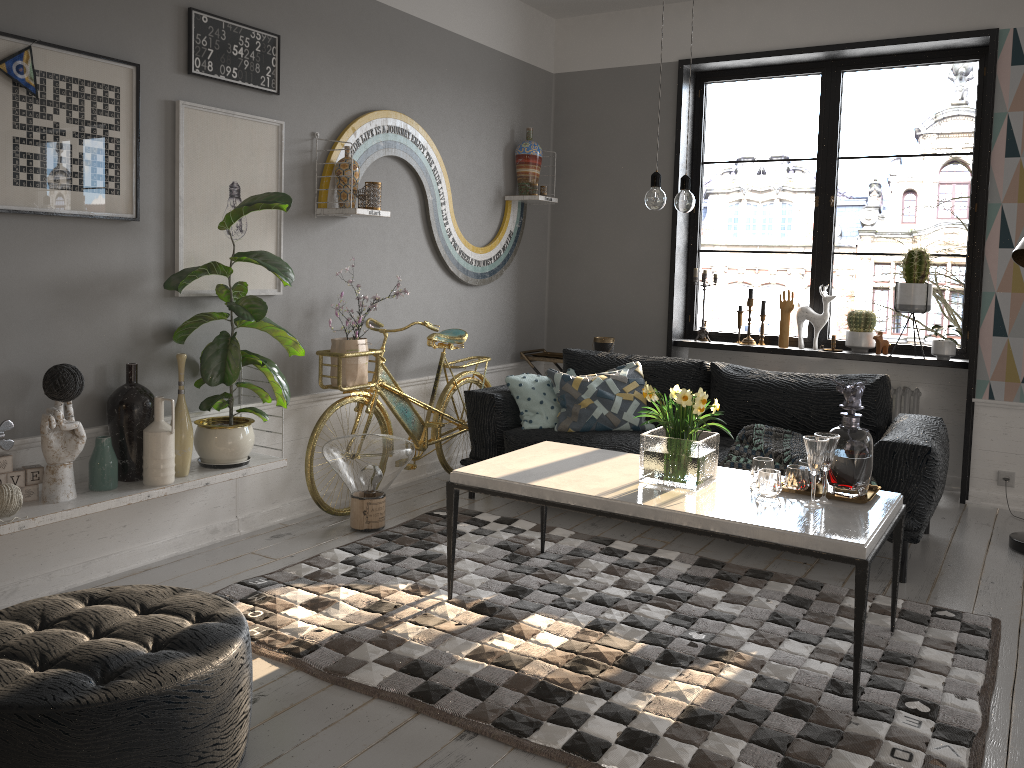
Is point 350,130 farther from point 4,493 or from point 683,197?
point 4,493

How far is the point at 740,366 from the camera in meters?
4.7 m

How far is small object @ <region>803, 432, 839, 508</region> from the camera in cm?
285

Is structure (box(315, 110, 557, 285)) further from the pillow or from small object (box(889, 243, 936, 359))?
small object (box(889, 243, 936, 359))

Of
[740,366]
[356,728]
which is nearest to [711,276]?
[740,366]

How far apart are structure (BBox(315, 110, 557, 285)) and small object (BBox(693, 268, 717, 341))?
1.31m

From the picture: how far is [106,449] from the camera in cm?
327

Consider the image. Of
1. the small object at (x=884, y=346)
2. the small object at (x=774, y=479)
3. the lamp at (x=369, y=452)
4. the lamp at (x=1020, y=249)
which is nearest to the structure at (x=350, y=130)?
the lamp at (x=369, y=452)

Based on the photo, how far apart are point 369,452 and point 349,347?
0.6m

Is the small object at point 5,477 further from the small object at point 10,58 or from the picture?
the small object at point 10,58
